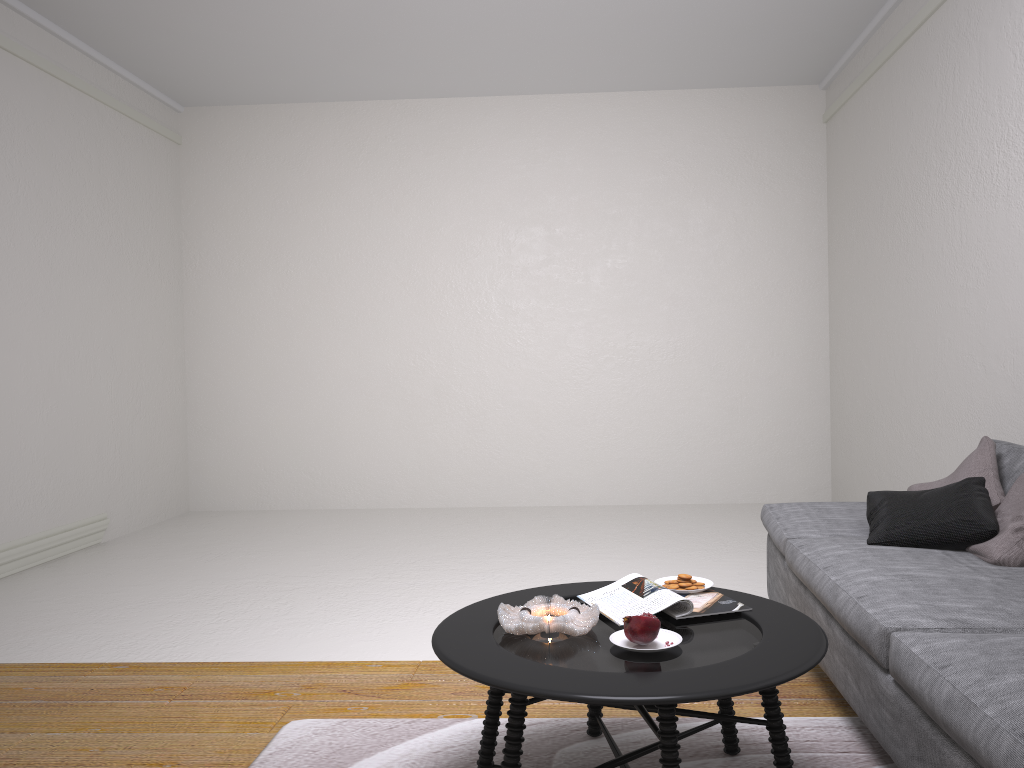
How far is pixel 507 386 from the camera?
6.96m

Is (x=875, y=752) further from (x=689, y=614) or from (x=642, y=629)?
(x=642, y=629)

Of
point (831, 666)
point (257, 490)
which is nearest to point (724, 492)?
point (257, 490)

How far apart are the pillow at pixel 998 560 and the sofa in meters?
0.0

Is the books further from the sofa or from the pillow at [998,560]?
the pillow at [998,560]

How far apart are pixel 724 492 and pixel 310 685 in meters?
4.4 m

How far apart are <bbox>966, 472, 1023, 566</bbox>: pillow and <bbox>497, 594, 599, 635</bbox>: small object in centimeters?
131cm

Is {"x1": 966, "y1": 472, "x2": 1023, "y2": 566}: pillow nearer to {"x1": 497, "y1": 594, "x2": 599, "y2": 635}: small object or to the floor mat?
the floor mat

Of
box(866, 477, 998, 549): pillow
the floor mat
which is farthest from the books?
box(866, 477, 998, 549): pillow

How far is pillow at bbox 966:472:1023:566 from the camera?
2.6 meters
